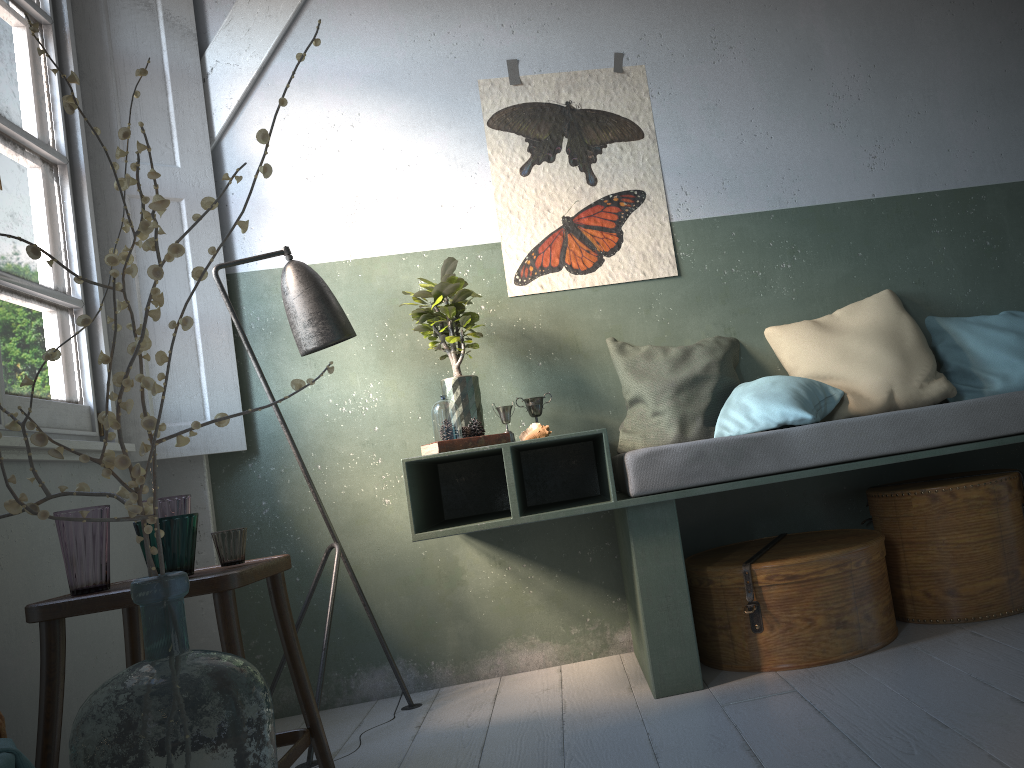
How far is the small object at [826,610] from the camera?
2.9 meters

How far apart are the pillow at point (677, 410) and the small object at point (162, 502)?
1.7 meters

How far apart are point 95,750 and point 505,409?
2.0 meters

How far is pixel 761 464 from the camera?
2.9m

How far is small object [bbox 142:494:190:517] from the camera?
2.6 meters

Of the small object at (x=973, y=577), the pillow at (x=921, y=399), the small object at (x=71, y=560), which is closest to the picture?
the pillow at (x=921, y=399)

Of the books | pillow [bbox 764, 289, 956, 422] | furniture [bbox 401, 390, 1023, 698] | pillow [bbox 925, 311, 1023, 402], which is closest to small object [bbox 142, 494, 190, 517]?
furniture [bbox 401, 390, 1023, 698]

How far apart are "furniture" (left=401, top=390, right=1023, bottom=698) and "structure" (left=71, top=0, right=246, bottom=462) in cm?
84

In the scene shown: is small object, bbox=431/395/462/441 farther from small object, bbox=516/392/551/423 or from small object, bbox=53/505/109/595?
small object, bbox=53/505/109/595

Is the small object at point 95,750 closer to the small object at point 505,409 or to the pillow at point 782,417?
the small object at point 505,409
